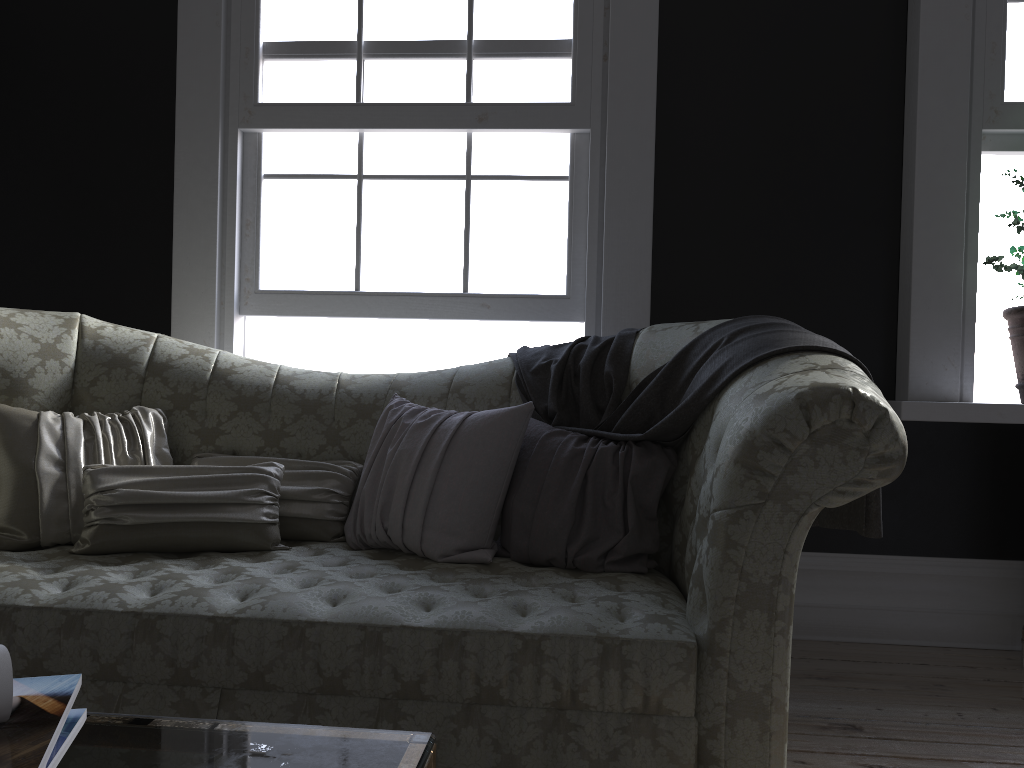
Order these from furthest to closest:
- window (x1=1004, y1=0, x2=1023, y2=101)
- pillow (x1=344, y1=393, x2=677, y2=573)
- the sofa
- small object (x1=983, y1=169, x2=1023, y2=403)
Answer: window (x1=1004, y1=0, x2=1023, y2=101), small object (x1=983, y1=169, x2=1023, y2=403), pillow (x1=344, y1=393, x2=677, y2=573), the sofa

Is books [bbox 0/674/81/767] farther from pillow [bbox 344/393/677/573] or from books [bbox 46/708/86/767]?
pillow [bbox 344/393/677/573]

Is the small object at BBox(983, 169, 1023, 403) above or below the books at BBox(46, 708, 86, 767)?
above

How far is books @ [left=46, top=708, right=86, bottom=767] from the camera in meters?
0.7

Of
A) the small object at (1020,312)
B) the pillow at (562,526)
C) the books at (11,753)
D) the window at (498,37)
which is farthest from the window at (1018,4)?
the books at (11,753)

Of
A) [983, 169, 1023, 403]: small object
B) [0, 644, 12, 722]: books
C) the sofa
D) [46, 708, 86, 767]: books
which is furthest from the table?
[983, 169, 1023, 403]: small object

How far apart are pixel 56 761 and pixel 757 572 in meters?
1.3 m

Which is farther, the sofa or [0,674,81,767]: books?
the sofa

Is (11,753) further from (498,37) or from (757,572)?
(498,37)

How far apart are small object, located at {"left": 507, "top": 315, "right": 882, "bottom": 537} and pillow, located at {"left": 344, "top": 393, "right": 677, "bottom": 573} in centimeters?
2cm
